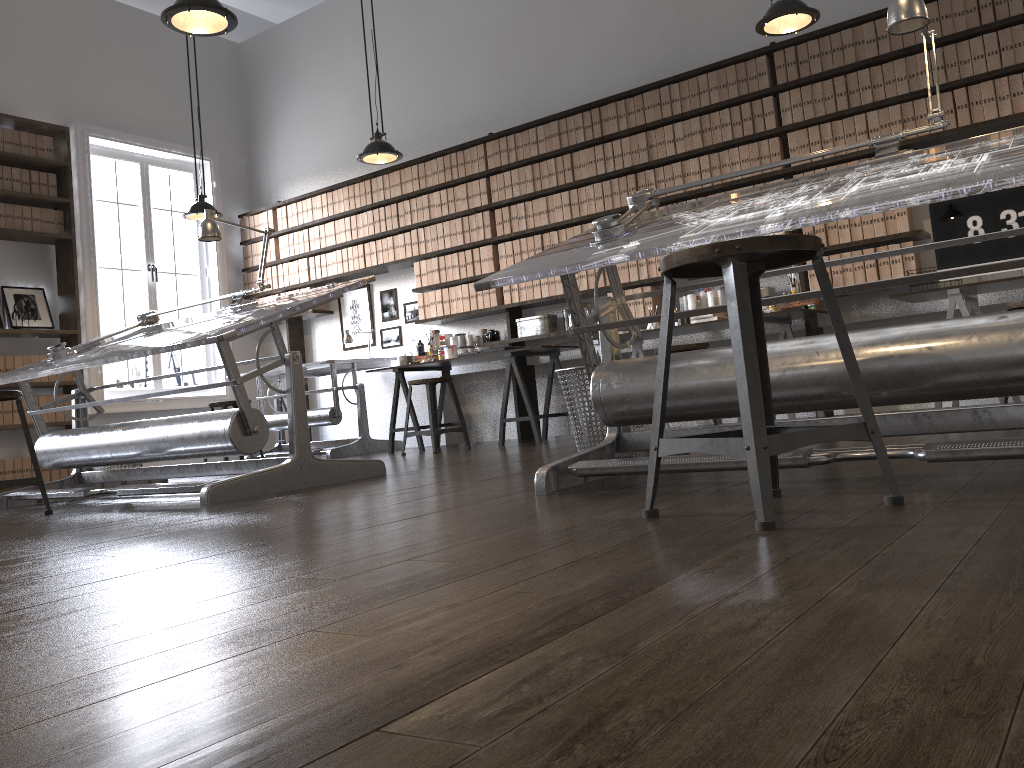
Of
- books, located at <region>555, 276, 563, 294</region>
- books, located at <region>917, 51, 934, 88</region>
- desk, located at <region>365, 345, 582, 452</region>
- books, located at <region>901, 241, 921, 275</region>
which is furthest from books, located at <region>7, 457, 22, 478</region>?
books, located at <region>917, 51, 934, 88</region>

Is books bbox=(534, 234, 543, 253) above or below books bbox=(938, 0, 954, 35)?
below

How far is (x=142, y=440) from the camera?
3.9m

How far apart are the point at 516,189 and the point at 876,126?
2.64m

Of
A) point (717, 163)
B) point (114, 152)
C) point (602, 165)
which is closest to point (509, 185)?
point (602, 165)

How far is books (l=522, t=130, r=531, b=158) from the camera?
6.8m

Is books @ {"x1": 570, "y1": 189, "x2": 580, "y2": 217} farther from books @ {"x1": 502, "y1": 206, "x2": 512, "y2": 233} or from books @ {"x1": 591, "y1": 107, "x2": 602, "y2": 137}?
books @ {"x1": 502, "y1": 206, "x2": 512, "y2": 233}

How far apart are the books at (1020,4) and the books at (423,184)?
4.3 meters

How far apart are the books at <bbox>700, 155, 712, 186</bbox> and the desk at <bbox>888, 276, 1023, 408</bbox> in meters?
1.6

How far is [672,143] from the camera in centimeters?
609cm
